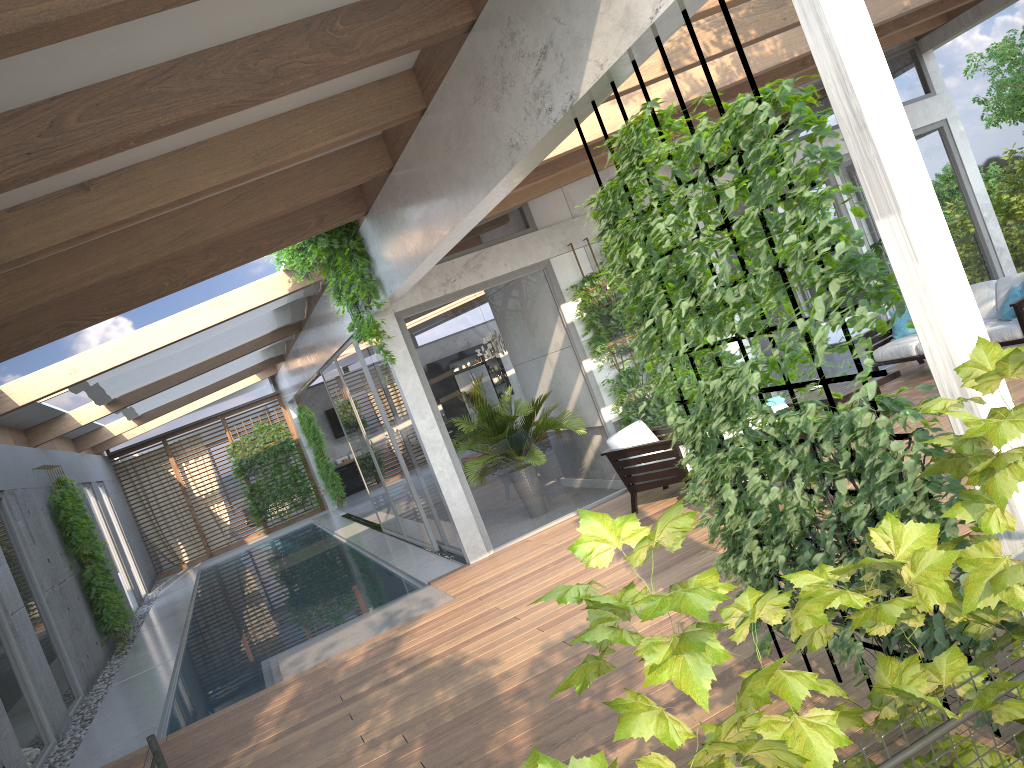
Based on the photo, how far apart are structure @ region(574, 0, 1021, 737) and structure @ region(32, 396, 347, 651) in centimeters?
992cm

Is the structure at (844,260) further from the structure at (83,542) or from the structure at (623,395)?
the structure at (83,542)

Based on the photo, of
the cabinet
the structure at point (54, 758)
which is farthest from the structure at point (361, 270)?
the cabinet

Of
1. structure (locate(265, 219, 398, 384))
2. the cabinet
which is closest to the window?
structure (locate(265, 219, 398, 384))

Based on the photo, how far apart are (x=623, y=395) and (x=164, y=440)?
14.8 meters

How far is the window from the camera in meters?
9.1 m

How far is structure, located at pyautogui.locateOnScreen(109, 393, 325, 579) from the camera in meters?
20.8 m

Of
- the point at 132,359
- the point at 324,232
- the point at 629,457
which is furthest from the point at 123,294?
the point at 629,457

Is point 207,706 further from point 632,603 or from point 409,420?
point 632,603

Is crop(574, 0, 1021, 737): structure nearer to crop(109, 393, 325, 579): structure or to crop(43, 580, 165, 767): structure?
crop(43, 580, 165, 767): structure
